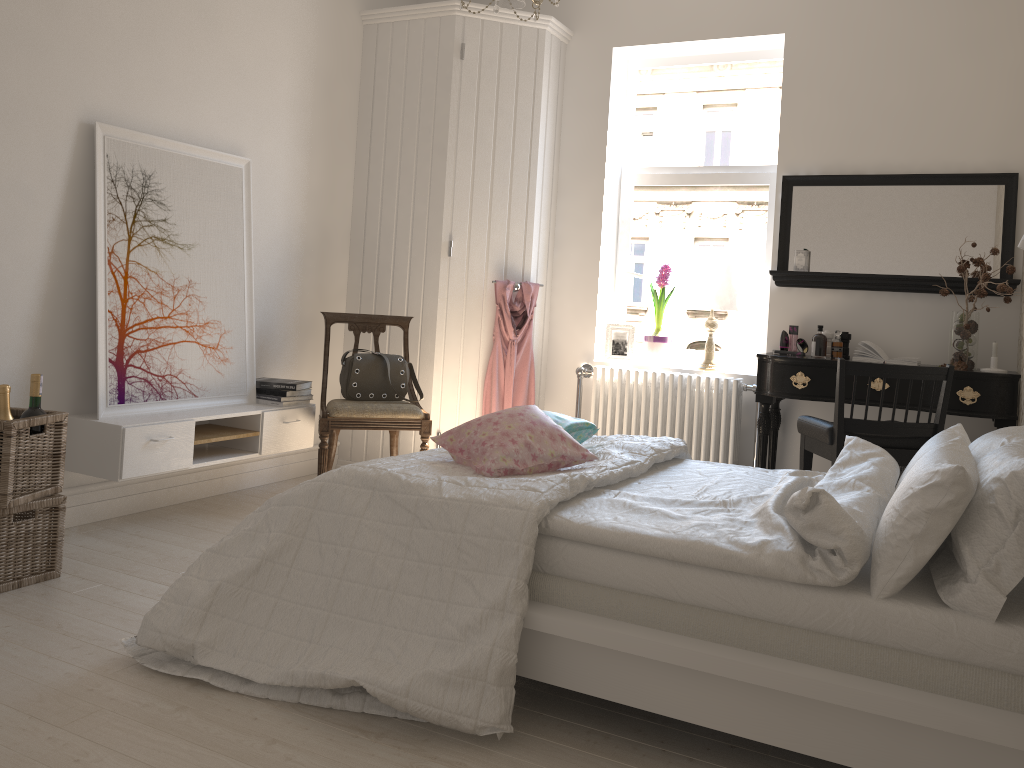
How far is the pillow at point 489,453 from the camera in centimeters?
251cm

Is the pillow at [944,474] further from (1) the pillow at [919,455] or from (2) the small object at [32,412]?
(2) the small object at [32,412]

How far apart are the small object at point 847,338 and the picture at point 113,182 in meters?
2.9 m

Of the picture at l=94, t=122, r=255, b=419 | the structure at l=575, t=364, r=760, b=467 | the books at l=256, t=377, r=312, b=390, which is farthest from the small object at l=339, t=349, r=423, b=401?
the structure at l=575, t=364, r=760, b=467

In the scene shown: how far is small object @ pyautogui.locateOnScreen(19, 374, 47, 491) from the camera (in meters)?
2.89

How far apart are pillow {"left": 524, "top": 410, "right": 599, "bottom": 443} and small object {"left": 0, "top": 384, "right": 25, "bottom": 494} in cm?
172

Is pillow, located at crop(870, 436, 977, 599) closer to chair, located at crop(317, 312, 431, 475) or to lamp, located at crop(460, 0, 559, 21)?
lamp, located at crop(460, 0, 559, 21)

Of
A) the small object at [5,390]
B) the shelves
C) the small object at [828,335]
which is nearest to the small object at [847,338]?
the small object at [828,335]

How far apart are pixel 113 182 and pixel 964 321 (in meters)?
3.61

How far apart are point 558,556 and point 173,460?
2.0m
